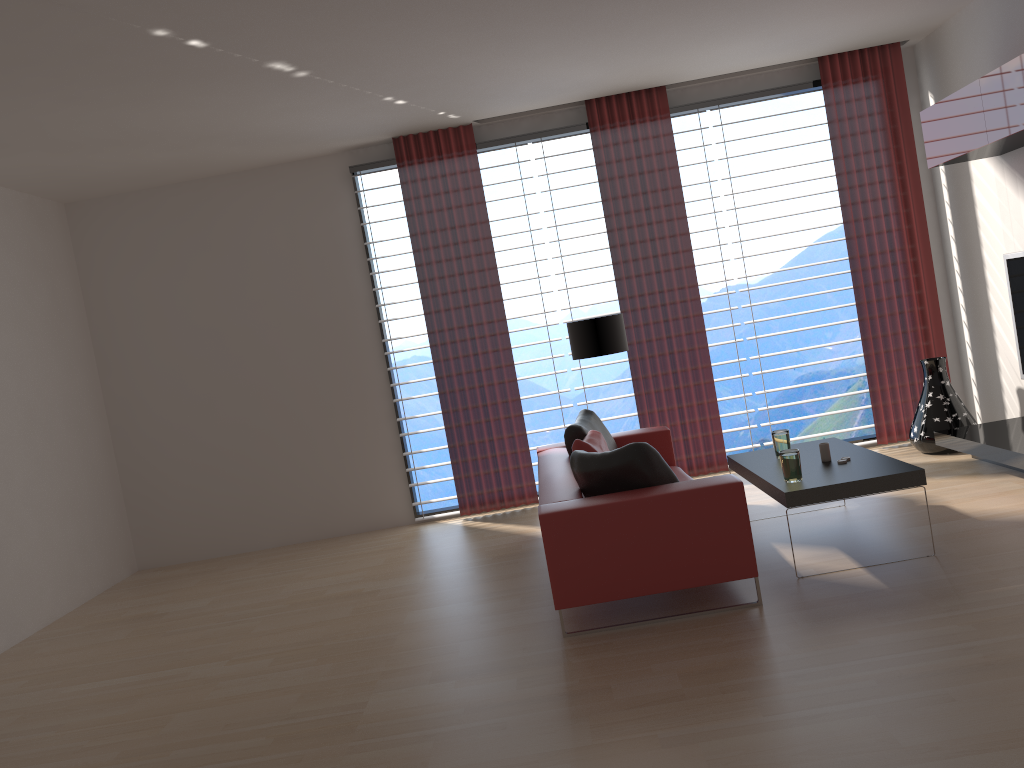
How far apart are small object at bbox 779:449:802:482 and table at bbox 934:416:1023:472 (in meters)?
2.20

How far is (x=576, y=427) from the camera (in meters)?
7.57

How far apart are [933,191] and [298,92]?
6.78m

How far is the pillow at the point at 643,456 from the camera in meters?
5.7 m

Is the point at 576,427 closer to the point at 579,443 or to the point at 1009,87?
the point at 579,443

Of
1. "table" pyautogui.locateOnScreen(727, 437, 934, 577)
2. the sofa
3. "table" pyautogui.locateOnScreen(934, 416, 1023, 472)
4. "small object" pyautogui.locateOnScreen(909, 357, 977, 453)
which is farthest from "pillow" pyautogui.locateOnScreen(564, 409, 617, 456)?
"small object" pyautogui.locateOnScreen(909, 357, 977, 453)

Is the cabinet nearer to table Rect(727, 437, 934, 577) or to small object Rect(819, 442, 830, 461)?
table Rect(727, 437, 934, 577)

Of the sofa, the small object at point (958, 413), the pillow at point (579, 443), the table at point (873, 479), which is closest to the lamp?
the sofa

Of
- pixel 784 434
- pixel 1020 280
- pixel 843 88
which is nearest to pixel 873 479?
pixel 784 434

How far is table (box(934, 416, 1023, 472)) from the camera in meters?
7.1 m
